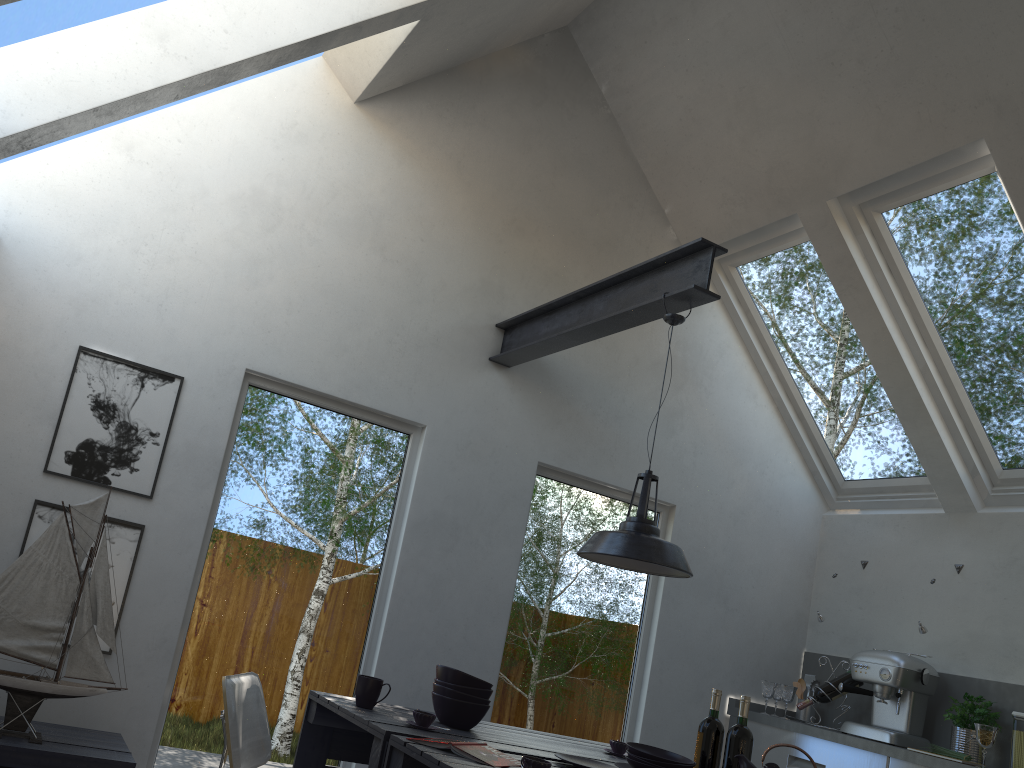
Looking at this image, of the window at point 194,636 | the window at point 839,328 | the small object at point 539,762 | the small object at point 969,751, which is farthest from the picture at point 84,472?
the small object at point 969,751

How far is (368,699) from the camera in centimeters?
309cm

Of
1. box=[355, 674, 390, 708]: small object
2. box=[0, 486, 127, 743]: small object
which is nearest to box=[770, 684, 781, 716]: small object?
box=[355, 674, 390, 708]: small object

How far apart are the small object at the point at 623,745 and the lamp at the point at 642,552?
0.7 meters

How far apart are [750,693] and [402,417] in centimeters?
279cm

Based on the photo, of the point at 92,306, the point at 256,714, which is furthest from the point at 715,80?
the point at 256,714

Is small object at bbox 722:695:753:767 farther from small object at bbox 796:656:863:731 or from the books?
small object at bbox 796:656:863:731

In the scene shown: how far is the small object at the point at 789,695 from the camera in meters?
5.1 m

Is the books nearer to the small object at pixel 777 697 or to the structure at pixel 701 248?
the structure at pixel 701 248

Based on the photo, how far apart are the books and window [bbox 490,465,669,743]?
2.0m
